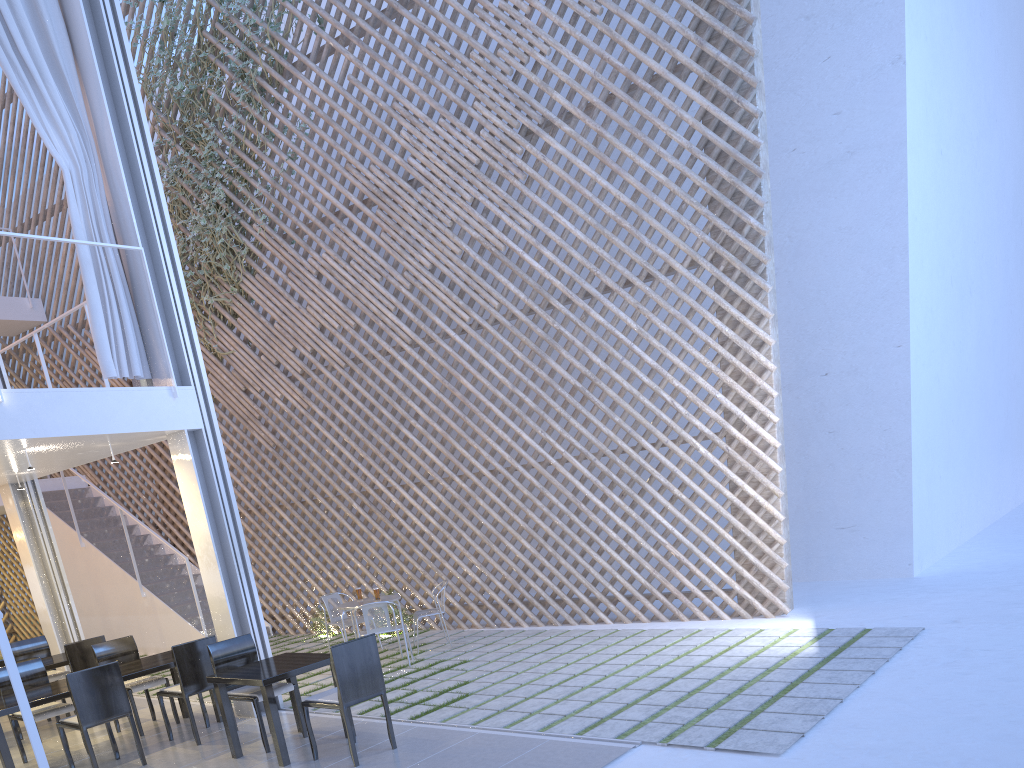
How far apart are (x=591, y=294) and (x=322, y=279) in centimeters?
362cm

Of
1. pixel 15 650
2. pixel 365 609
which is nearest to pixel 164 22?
pixel 15 650

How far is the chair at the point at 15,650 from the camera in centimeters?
419cm

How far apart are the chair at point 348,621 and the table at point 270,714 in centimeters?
149cm

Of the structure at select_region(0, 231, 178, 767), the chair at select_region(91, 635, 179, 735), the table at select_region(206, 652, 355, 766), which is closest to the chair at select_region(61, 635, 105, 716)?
the chair at select_region(91, 635, 179, 735)

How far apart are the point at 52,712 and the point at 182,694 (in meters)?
0.53

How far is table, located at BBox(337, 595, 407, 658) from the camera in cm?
427

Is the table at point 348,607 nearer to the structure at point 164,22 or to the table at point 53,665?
the table at point 53,665

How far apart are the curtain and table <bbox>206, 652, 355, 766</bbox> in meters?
1.3

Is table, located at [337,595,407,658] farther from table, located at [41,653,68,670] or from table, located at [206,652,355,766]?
table, located at [41,653,68,670]
